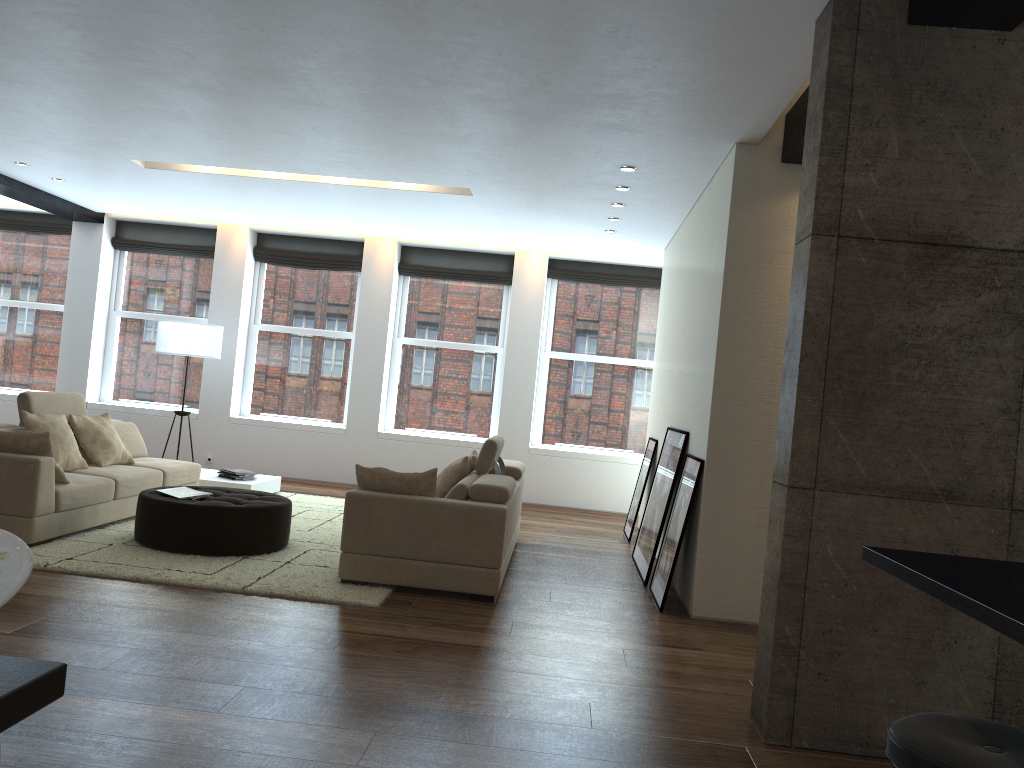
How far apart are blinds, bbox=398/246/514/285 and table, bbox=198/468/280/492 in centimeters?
316cm

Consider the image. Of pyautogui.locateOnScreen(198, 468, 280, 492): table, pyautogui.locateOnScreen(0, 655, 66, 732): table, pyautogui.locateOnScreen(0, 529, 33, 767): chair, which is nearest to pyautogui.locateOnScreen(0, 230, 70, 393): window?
pyautogui.locateOnScreen(198, 468, 280, 492): table

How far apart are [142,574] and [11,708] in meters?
4.0 m

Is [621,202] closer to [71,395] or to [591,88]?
[591,88]

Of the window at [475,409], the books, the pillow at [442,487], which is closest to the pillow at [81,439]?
the books

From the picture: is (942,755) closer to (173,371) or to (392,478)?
(392,478)

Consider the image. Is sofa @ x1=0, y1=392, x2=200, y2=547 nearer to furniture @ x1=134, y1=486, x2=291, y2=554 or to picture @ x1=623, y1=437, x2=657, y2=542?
furniture @ x1=134, y1=486, x2=291, y2=554

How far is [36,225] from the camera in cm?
1124

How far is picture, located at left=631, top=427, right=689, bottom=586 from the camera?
6.5 meters

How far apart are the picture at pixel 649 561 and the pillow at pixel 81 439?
4.3m
